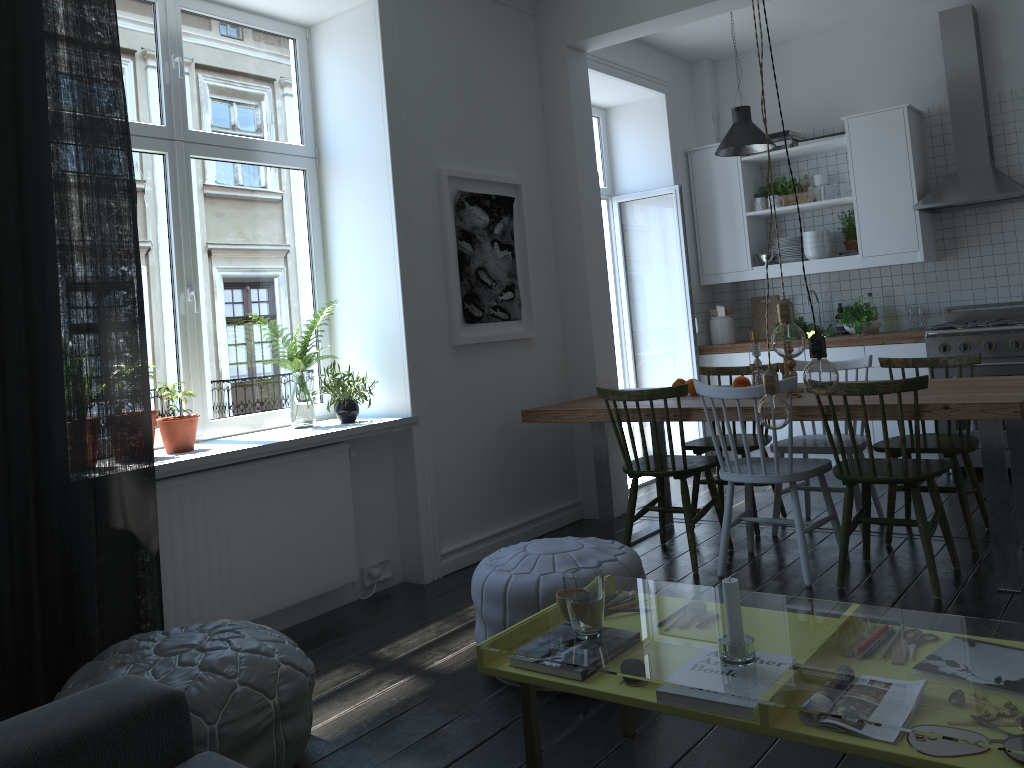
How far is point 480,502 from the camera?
4.53m

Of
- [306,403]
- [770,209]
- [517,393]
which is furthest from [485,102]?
[770,209]

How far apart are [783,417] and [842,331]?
4.73m

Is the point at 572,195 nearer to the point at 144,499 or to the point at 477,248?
the point at 477,248

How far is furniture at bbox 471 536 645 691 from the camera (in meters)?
2.83

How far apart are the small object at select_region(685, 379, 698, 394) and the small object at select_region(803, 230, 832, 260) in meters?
2.2 m

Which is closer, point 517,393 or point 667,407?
point 667,407

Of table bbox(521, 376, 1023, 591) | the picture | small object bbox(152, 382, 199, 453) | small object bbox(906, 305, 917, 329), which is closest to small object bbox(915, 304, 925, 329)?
small object bbox(906, 305, 917, 329)

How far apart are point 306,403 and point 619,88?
3.4m

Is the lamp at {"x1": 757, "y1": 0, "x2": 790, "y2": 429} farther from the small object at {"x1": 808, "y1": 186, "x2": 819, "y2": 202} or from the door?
the small object at {"x1": 808, "y1": 186, "x2": 819, "y2": 202}
